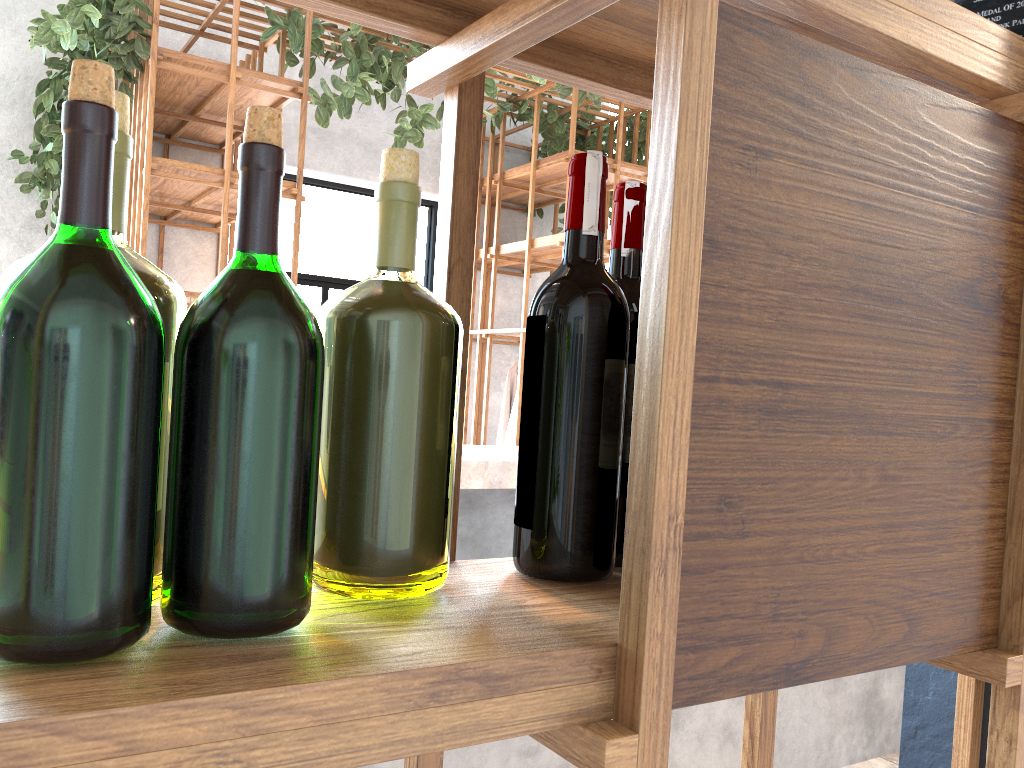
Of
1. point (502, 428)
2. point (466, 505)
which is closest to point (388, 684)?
point (466, 505)

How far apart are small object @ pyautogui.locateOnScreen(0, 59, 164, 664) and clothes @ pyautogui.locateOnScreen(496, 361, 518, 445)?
4.8 meters

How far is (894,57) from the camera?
0.6 meters

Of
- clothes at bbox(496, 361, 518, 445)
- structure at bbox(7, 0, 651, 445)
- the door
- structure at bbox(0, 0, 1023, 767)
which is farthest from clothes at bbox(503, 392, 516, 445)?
structure at bbox(0, 0, 1023, 767)

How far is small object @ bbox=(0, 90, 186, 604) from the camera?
0.5m

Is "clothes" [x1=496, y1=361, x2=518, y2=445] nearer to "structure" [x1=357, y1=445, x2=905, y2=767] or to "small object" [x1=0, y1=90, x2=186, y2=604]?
"structure" [x1=357, y1=445, x2=905, y2=767]

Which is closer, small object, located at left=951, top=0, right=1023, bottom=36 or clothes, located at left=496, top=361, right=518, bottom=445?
small object, located at left=951, top=0, right=1023, bottom=36

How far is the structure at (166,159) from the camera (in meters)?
3.62

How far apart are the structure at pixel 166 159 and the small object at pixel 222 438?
3.4 meters

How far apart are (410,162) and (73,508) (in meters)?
0.30
